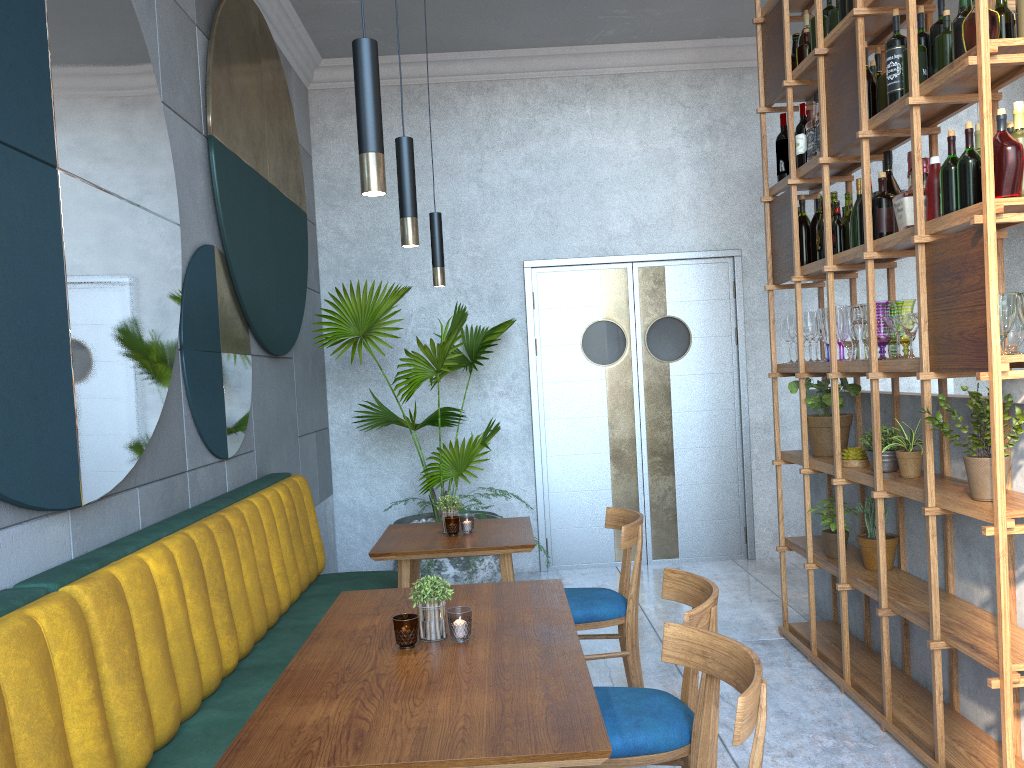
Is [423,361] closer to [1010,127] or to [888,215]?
[888,215]

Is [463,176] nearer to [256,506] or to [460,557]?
[460,557]

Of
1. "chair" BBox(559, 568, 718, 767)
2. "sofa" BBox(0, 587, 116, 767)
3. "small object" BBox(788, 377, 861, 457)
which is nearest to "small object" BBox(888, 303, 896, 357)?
"small object" BBox(788, 377, 861, 457)

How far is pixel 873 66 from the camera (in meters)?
3.38

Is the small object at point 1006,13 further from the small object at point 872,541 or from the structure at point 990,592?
the small object at point 872,541

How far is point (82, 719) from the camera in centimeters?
191cm

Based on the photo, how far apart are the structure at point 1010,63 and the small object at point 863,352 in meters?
0.0 m

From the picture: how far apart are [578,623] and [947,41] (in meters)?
2.33

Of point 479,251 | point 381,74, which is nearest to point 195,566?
point 479,251

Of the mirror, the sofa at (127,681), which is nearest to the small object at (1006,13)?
the mirror
